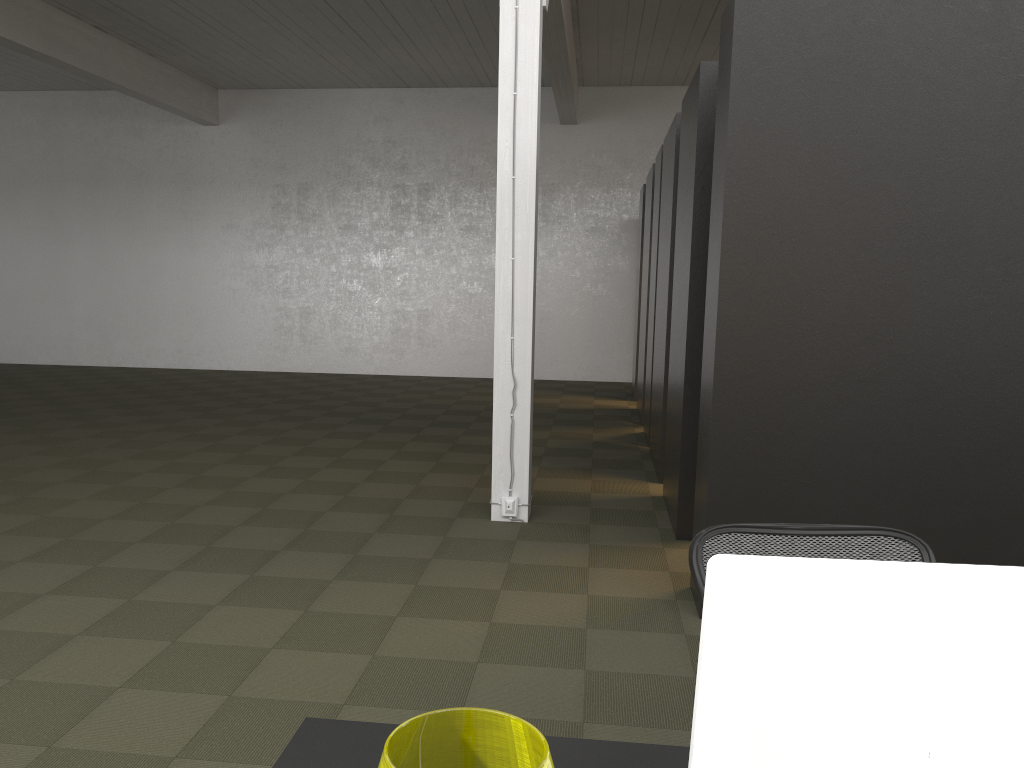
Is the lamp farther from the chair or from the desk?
the chair

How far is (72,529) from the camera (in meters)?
5.48

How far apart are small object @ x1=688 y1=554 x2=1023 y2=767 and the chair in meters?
1.1

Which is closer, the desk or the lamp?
the lamp

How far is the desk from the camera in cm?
153

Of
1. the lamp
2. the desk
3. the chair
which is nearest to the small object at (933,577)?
the lamp

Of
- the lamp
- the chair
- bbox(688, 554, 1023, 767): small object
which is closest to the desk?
bbox(688, 554, 1023, 767): small object

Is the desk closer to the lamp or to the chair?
the chair

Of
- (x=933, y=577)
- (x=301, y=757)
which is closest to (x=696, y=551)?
(x=301, y=757)

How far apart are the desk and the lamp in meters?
0.7
